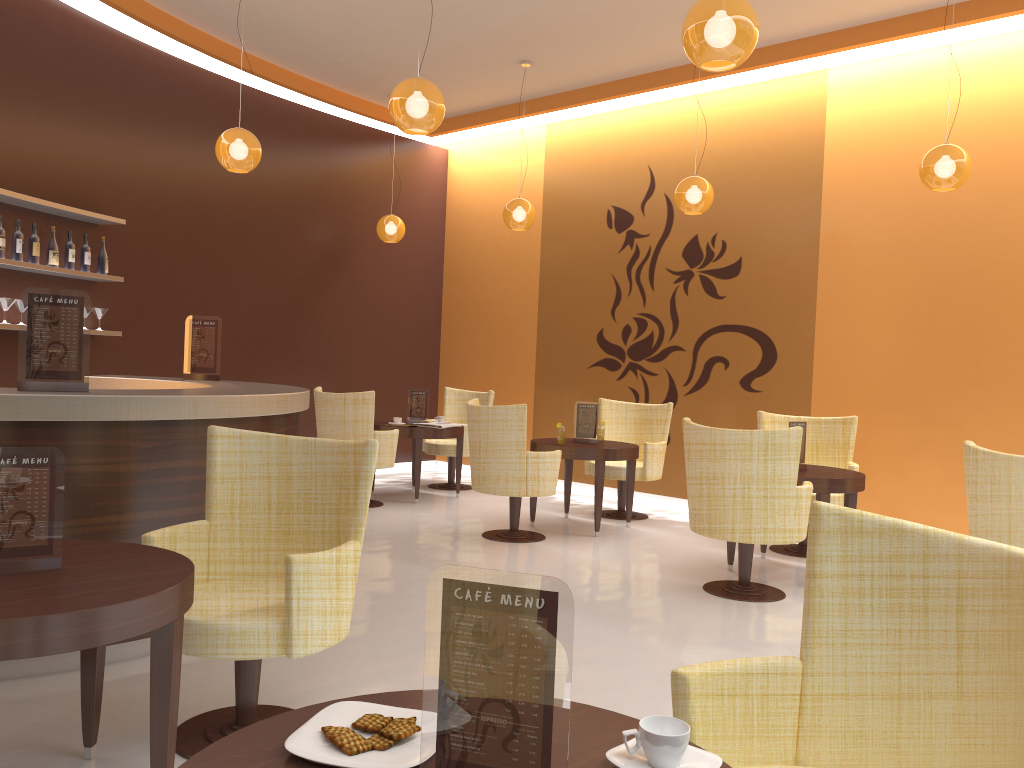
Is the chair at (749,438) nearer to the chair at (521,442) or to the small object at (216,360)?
the chair at (521,442)

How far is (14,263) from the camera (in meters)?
5.85

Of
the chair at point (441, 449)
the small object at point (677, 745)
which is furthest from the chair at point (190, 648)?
the chair at point (441, 449)

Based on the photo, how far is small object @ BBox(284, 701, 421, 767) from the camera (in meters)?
1.31

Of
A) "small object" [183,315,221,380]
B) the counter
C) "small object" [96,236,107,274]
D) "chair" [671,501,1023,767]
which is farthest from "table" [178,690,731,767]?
"small object" [96,236,107,274]

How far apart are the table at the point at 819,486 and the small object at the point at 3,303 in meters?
5.1 m

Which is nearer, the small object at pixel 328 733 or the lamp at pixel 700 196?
the small object at pixel 328 733

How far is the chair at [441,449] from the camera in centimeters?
882cm

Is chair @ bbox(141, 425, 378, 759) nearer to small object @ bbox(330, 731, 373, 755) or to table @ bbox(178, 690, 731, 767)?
table @ bbox(178, 690, 731, 767)

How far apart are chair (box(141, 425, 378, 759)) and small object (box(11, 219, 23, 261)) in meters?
3.7 m
